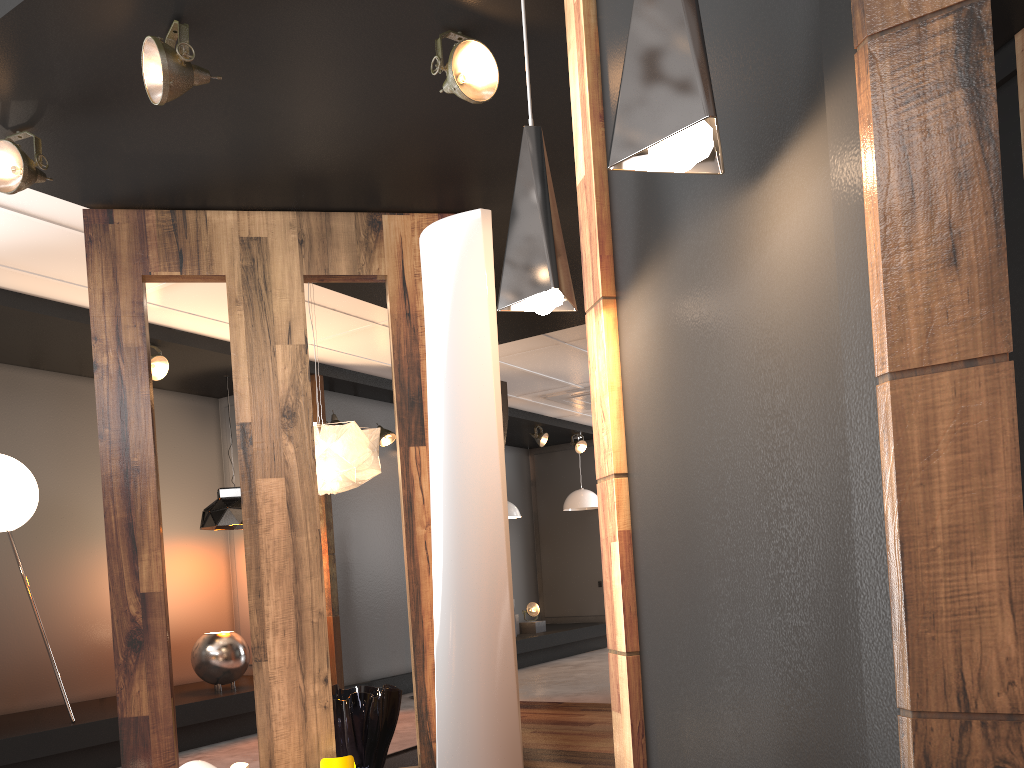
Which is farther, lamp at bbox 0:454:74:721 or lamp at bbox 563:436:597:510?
lamp at bbox 563:436:597:510

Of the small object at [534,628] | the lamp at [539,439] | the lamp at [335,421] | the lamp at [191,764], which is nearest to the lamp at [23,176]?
the lamp at [191,764]

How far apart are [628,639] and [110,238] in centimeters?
314cm

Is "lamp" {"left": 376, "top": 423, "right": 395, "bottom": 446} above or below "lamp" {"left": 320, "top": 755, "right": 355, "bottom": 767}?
above

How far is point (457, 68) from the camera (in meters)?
3.01

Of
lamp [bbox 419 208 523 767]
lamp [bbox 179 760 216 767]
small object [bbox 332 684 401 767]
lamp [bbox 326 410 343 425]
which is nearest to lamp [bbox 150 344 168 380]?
lamp [bbox 326 410 343 425]

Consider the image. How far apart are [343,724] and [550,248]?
3.0 meters

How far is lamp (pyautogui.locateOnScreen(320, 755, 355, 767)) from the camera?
3.6m

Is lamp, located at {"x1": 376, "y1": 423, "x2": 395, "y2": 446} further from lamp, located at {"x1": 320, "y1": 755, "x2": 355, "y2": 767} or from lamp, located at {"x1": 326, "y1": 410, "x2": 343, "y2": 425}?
lamp, located at {"x1": 320, "y1": 755, "x2": 355, "y2": 767}

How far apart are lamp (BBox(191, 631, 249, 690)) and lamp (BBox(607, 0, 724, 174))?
5.8 meters
